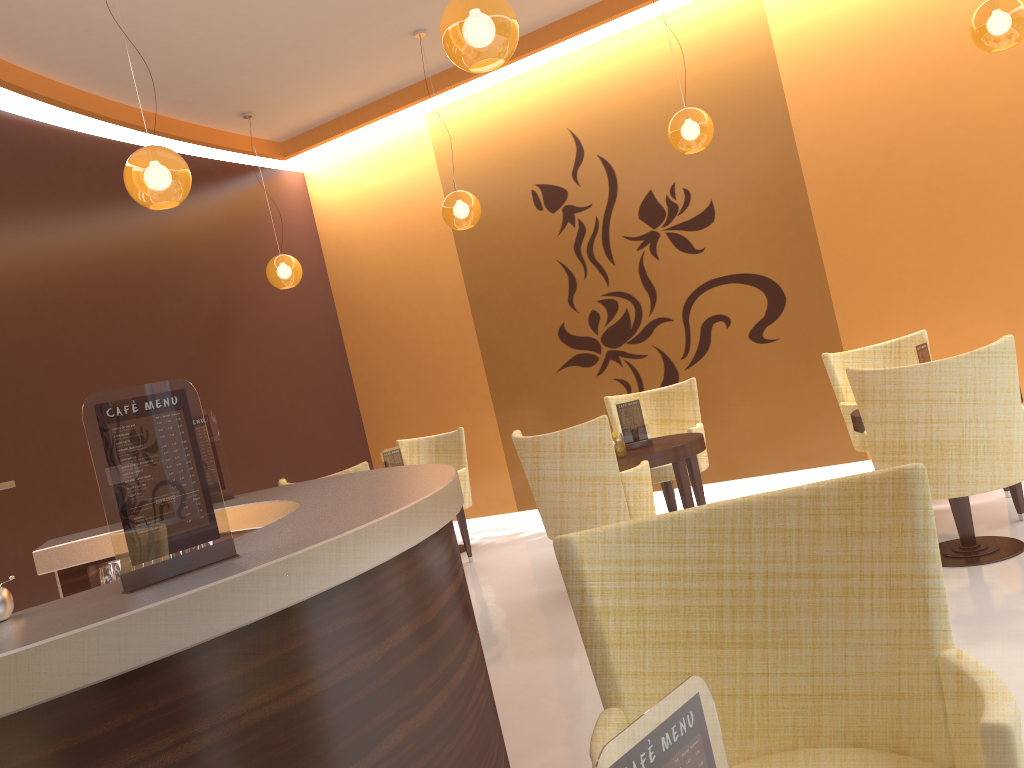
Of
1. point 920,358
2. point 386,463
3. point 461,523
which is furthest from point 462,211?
point 920,358

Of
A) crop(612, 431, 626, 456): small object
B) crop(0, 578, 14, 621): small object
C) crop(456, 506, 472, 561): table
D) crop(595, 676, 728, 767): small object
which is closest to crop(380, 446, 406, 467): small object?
crop(456, 506, 472, 561): table

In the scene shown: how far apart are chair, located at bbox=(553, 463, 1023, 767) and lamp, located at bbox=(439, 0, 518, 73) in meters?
2.0 m

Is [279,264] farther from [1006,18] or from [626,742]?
[626,742]

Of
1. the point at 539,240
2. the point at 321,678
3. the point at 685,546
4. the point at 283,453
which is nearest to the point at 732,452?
the point at 539,240

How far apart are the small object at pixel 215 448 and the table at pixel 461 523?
3.1m

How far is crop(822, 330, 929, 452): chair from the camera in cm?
580

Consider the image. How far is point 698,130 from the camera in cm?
564

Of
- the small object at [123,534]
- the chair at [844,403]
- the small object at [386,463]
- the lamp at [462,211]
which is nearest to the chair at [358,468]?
the small object at [386,463]

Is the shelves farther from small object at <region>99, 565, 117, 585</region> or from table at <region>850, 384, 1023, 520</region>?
table at <region>850, 384, 1023, 520</region>
